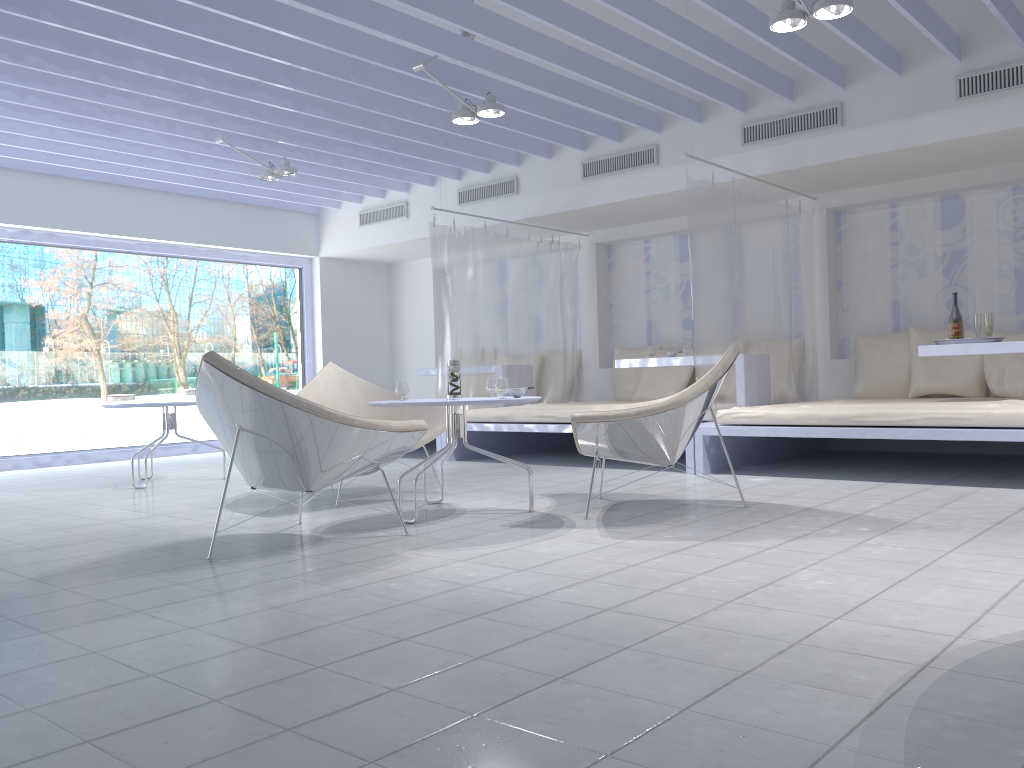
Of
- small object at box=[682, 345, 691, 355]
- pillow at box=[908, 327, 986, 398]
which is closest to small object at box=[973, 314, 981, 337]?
pillow at box=[908, 327, 986, 398]

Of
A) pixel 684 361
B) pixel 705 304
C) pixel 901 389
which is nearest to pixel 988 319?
pixel 901 389

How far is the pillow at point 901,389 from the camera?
6.4m

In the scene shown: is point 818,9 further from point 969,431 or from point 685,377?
point 685,377

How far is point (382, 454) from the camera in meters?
3.5

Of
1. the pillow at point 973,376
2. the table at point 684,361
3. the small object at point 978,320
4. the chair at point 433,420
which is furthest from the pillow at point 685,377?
the chair at point 433,420

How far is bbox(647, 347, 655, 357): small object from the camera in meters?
6.9

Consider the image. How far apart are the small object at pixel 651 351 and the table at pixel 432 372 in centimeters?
214cm

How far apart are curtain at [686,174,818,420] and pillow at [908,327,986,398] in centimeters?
74cm

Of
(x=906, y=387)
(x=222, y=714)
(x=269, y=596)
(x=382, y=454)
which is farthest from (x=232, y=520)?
(x=906, y=387)
